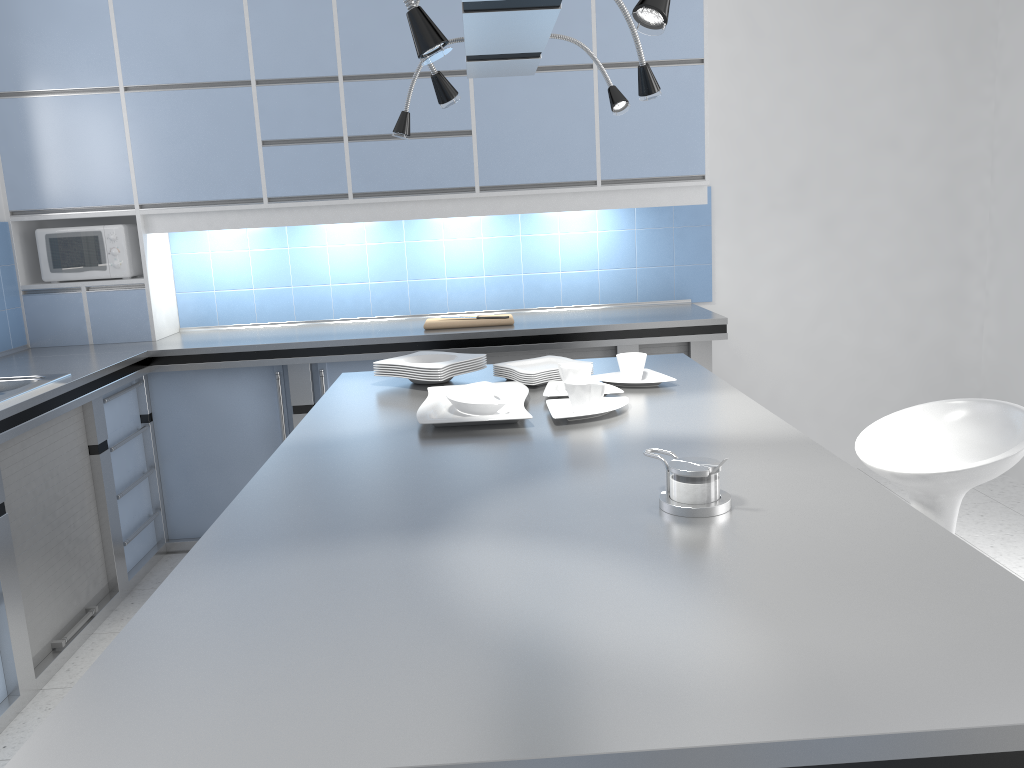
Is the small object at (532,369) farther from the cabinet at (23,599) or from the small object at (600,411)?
the cabinet at (23,599)

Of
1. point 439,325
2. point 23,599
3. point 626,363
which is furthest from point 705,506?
point 439,325

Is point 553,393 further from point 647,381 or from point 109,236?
point 109,236

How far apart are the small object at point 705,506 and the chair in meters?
1.0

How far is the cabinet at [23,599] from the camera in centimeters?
297cm

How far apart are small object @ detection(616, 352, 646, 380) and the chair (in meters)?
0.64

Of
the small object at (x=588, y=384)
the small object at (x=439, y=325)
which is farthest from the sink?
the small object at (x=588, y=384)

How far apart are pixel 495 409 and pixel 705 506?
0.9m

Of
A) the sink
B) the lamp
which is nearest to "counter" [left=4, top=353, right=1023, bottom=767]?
the lamp

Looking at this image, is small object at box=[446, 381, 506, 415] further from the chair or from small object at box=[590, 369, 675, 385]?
the chair
